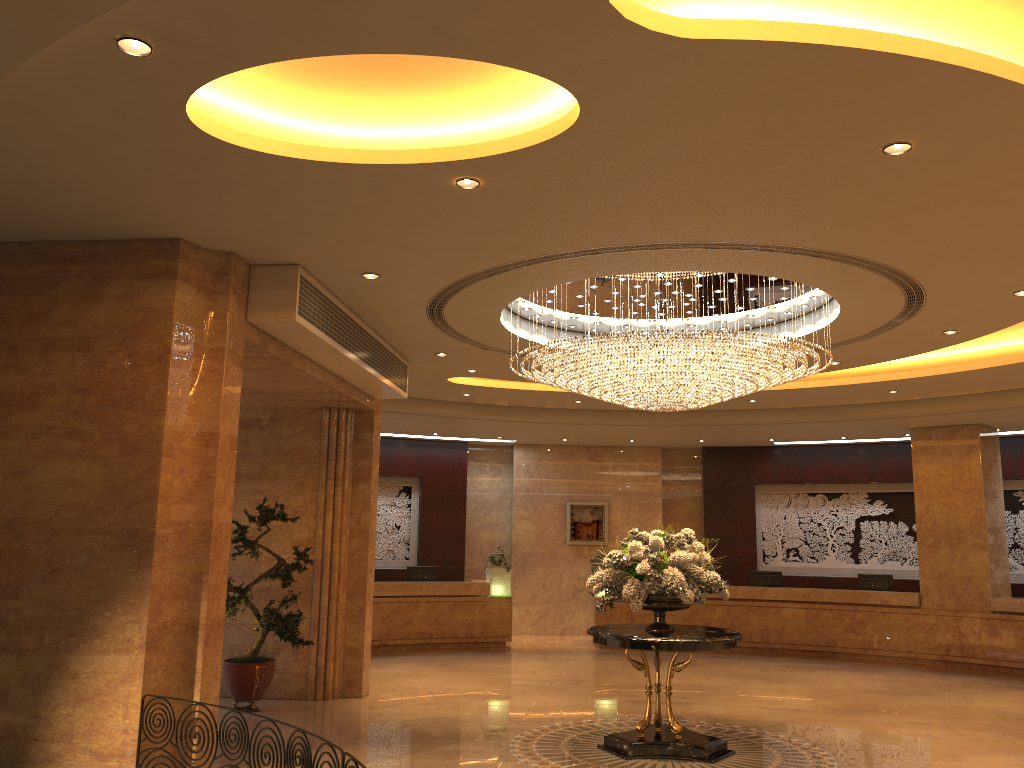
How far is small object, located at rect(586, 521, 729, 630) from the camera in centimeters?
815cm

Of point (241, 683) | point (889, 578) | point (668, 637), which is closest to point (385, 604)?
point (241, 683)

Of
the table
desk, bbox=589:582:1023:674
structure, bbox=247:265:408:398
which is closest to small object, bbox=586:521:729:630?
the table

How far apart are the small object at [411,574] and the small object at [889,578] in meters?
7.8 m

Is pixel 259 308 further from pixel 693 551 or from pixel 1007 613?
pixel 1007 613

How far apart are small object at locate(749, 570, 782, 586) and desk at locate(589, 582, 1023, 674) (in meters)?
0.53

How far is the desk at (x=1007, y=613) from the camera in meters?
14.1 m

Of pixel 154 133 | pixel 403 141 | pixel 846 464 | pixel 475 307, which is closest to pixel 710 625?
pixel 846 464

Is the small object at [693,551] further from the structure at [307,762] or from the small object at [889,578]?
the small object at [889,578]

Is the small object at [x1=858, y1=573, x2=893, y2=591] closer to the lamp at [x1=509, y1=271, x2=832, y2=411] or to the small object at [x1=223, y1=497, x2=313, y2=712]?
the lamp at [x1=509, y1=271, x2=832, y2=411]
